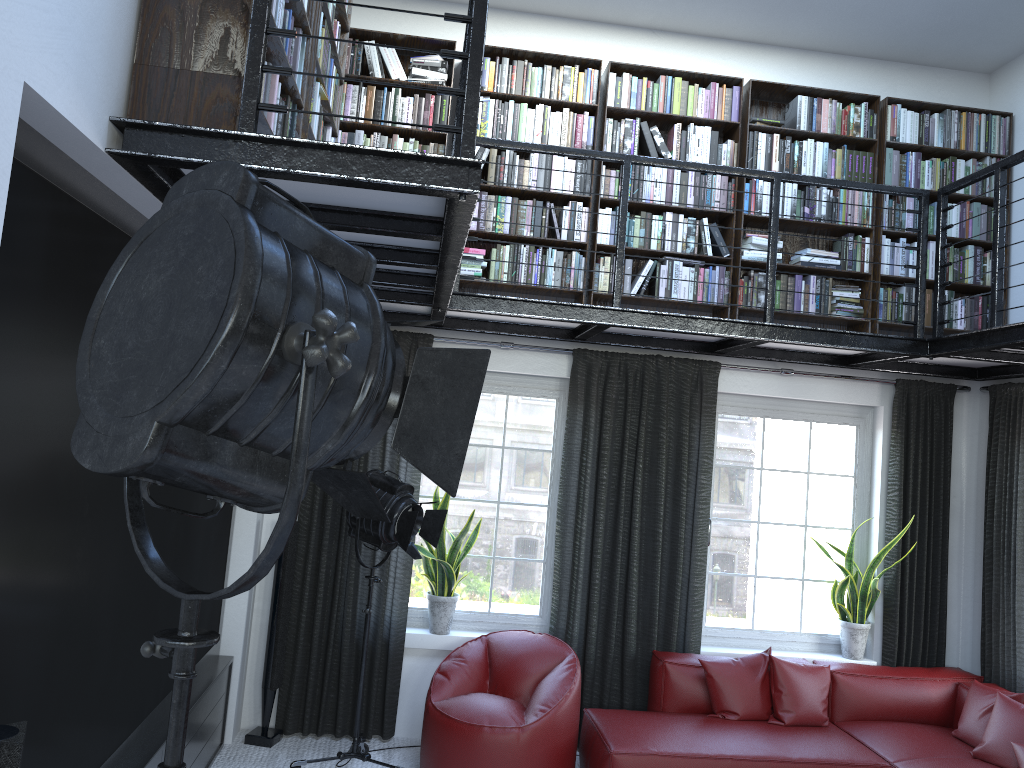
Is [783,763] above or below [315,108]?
below

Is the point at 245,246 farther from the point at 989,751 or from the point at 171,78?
the point at 989,751

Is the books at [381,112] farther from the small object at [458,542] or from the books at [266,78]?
the small object at [458,542]

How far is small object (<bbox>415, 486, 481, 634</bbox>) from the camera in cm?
525

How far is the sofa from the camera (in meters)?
4.44

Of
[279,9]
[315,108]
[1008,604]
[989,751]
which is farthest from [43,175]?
[1008,604]

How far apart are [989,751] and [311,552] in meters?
3.8 m

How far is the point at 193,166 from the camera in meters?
2.3 m

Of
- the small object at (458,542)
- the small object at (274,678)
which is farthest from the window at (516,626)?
the small object at (274,678)

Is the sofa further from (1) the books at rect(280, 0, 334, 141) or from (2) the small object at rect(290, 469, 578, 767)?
(1) the books at rect(280, 0, 334, 141)
